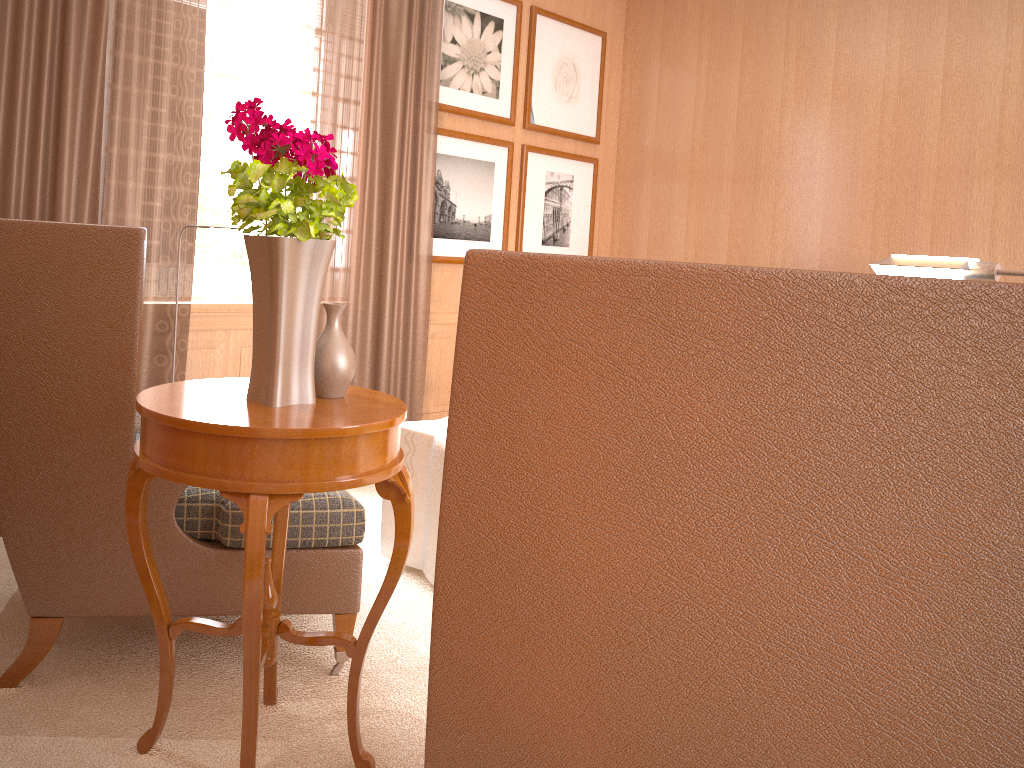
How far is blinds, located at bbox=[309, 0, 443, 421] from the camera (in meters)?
6.99

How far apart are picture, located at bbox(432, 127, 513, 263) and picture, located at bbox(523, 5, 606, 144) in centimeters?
30cm

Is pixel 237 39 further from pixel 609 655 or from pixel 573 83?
pixel 609 655

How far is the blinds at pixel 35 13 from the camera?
5.3m

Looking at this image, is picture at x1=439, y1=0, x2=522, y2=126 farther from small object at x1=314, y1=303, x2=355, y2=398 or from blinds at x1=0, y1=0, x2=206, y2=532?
small object at x1=314, y1=303, x2=355, y2=398

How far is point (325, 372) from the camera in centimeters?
331cm

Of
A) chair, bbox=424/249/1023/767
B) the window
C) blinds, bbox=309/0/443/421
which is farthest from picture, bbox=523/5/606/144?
chair, bbox=424/249/1023/767

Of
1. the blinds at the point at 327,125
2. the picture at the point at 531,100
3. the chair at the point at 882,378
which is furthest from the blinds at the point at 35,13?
the chair at the point at 882,378

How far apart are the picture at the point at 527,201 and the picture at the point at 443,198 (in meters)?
0.20

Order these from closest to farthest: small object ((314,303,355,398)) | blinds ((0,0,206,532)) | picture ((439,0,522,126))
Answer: small object ((314,303,355,398))
blinds ((0,0,206,532))
picture ((439,0,522,126))
